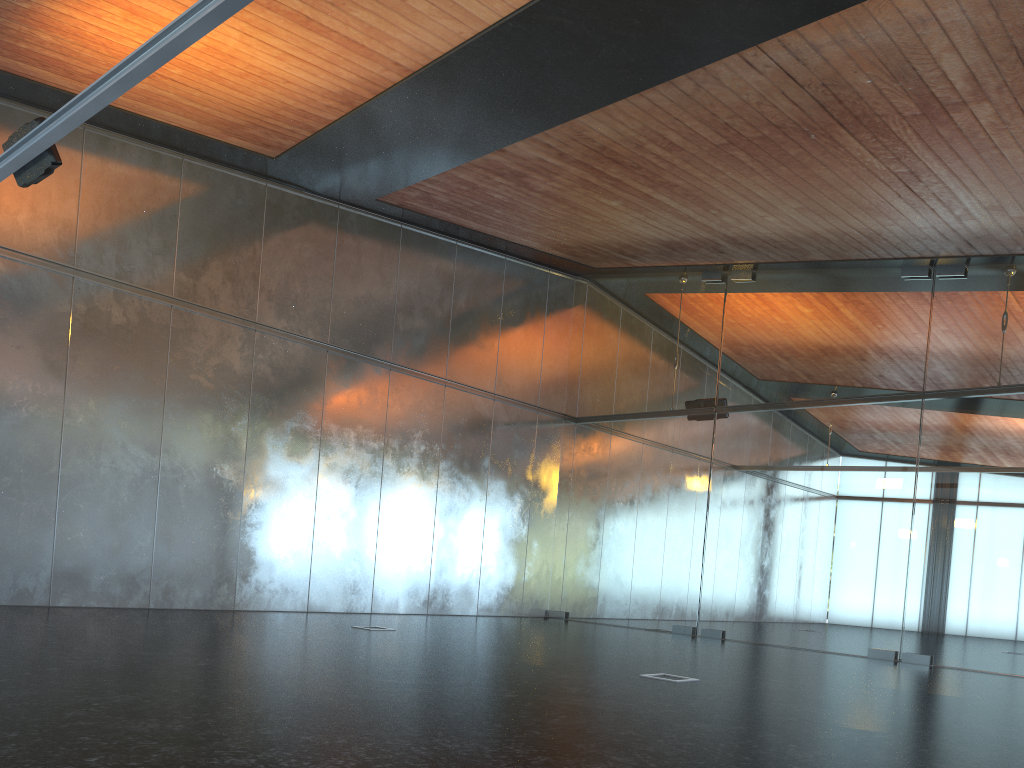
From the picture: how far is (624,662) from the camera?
8.85m
